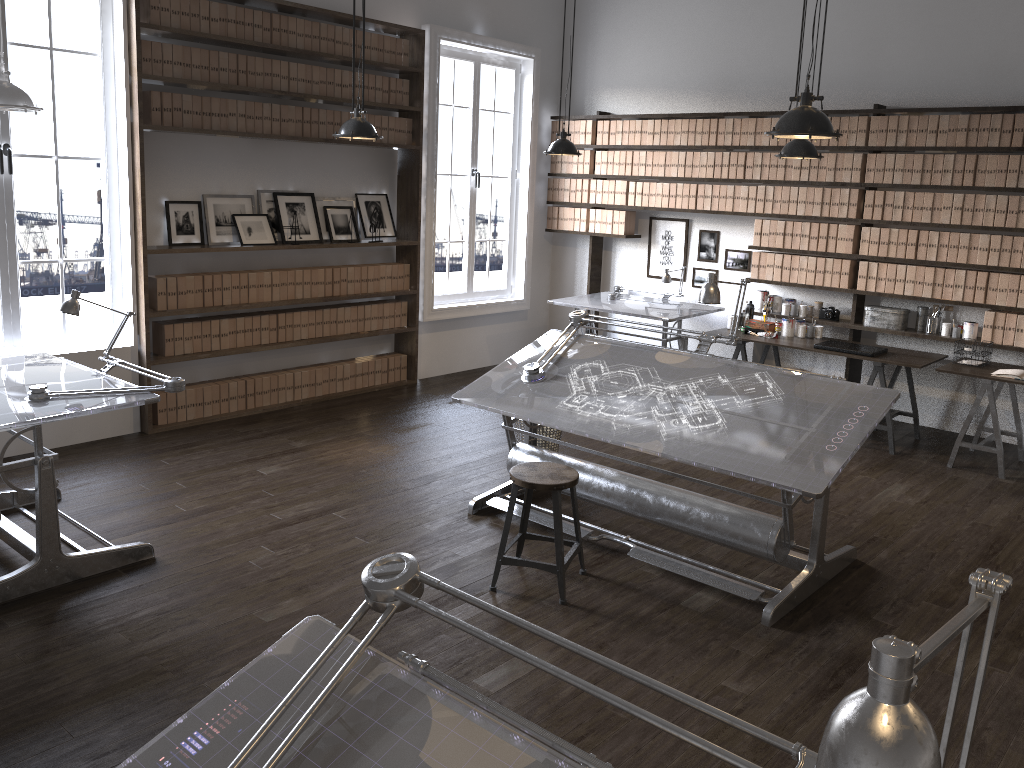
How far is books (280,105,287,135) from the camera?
6.4 meters

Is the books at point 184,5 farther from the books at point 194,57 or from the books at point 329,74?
the books at point 329,74

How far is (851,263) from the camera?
6.87m

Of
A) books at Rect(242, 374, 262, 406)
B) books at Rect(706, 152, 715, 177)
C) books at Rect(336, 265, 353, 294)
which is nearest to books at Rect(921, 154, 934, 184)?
books at Rect(706, 152, 715, 177)

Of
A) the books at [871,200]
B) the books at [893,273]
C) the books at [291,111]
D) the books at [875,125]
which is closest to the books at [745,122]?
the books at [875,125]

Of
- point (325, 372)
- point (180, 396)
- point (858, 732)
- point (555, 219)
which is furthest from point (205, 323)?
point (858, 732)

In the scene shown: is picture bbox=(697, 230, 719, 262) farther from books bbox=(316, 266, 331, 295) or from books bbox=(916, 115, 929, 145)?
books bbox=(316, 266, 331, 295)

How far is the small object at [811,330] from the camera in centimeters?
700cm

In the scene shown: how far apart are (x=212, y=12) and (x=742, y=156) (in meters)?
4.19

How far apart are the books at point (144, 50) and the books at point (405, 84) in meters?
2.2
